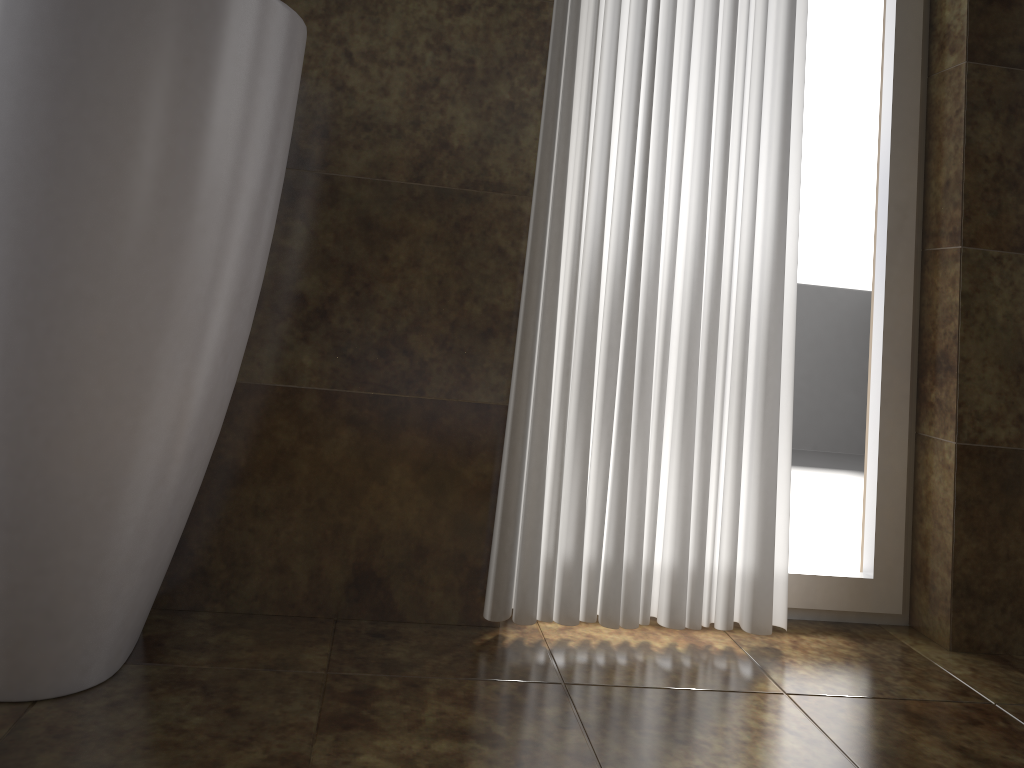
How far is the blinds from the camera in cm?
145

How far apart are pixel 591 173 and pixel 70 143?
0.8 meters

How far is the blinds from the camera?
1.4 meters

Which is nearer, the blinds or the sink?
the sink

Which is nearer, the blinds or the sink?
the sink

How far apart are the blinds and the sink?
0.4 meters

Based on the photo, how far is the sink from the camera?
0.97m

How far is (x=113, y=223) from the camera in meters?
1.0

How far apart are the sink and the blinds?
Result: 0.4 meters
